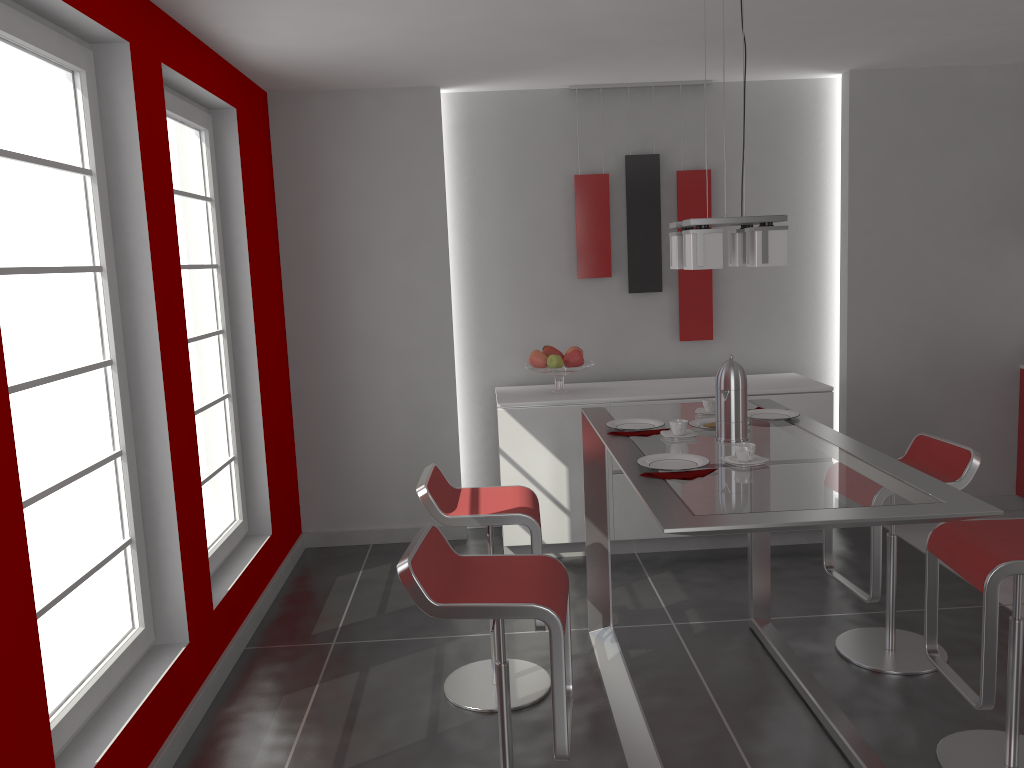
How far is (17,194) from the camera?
2.4m

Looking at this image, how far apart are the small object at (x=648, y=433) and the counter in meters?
3.3

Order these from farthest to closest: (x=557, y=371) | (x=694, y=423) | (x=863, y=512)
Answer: (x=557, y=371) → (x=694, y=423) → (x=863, y=512)

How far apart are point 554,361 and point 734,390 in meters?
2.0 m

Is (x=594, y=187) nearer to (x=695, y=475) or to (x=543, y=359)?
(x=543, y=359)

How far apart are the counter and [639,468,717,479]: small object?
3.7 meters

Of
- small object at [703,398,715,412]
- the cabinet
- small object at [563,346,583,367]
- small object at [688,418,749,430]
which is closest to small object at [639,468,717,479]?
small object at [688,418,749,430]

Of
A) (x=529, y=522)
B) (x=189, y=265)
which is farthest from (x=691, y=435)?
(x=189, y=265)

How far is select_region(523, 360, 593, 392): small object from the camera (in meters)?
4.82

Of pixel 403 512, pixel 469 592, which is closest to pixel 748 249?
pixel 469 592
